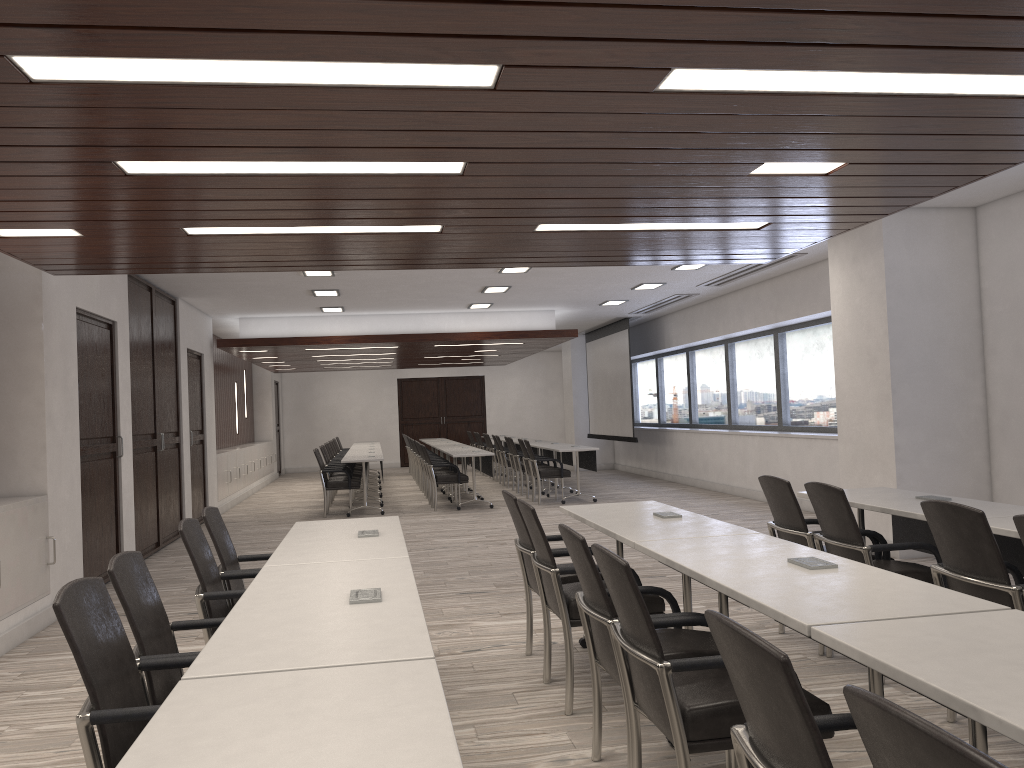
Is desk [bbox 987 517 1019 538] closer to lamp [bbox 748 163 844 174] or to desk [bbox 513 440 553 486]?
lamp [bbox 748 163 844 174]

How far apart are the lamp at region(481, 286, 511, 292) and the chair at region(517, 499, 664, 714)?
7.22m

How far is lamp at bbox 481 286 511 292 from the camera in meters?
11.3 m

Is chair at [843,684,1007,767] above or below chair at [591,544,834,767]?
above

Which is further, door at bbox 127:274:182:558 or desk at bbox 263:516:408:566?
door at bbox 127:274:182:558

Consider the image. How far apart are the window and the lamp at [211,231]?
6.99m

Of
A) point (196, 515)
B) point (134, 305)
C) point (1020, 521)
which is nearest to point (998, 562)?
point (1020, 521)

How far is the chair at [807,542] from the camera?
4.8 meters

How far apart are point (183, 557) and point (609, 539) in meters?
4.4 m

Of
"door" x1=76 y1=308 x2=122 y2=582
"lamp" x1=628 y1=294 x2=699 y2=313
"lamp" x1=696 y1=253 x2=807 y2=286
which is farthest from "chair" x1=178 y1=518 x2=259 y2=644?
"lamp" x1=628 y1=294 x2=699 y2=313
